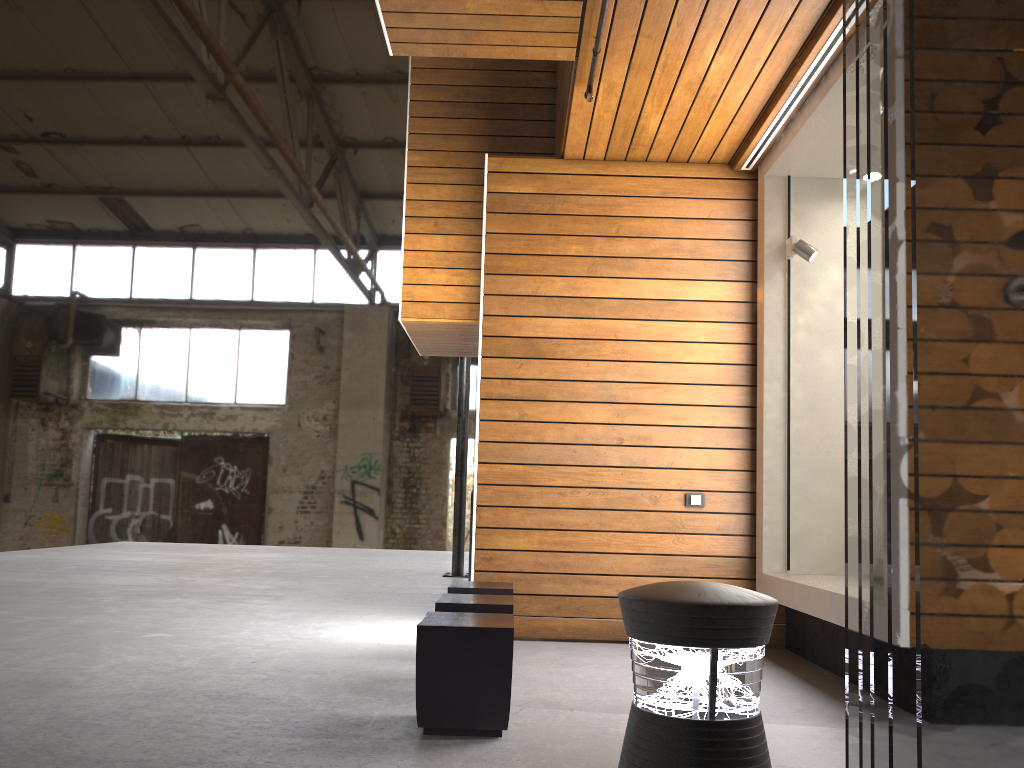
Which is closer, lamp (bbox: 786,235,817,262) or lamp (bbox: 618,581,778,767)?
lamp (bbox: 618,581,778,767)

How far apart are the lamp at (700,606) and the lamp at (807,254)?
4.20m

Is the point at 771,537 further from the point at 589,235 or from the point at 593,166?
the point at 593,166

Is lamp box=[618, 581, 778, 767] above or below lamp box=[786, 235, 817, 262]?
below

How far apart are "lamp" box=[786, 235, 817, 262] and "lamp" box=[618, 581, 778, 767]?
4.2m

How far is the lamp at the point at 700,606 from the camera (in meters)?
1.37

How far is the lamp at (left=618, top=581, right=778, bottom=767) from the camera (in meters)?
1.37

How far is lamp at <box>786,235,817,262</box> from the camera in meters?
5.3 m

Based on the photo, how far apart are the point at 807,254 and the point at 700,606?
4.31m
